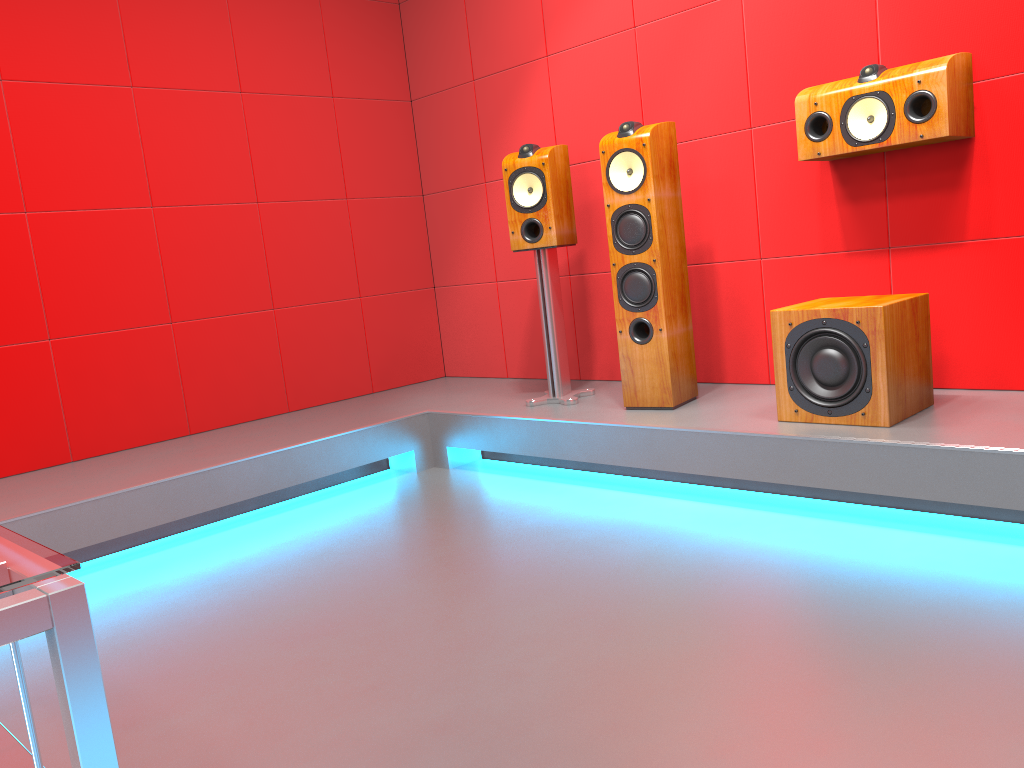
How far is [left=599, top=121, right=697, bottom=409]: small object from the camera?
3.16m

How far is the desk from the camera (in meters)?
0.60

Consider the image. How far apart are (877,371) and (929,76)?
0.9m

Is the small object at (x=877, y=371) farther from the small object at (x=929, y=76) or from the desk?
the desk

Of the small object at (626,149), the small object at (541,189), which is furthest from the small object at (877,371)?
the small object at (541,189)

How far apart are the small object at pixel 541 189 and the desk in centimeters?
286cm

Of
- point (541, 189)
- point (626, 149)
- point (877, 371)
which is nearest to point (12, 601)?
point (877, 371)

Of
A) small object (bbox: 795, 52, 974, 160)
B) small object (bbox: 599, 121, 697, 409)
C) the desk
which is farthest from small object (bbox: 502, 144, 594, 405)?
the desk

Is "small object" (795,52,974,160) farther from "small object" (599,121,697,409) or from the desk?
the desk

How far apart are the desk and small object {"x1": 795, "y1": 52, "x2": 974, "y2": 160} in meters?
2.8
